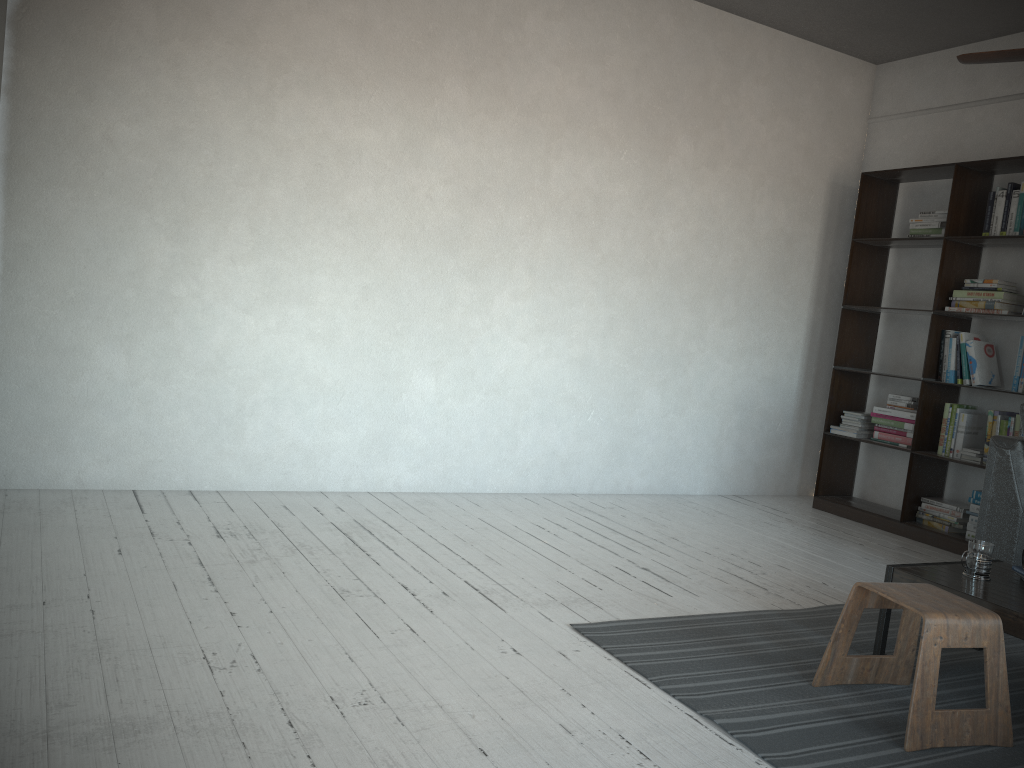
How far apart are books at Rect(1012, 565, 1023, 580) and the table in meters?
0.0

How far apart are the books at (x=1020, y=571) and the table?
0.0 meters

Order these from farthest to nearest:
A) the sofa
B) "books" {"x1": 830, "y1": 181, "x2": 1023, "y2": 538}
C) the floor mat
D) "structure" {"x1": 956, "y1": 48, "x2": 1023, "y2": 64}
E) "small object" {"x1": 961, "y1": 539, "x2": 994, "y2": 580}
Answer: "books" {"x1": 830, "y1": 181, "x2": 1023, "y2": 538}
the sofa
"small object" {"x1": 961, "y1": 539, "x2": 994, "y2": 580}
"structure" {"x1": 956, "y1": 48, "x2": 1023, "y2": 64}
the floor mat

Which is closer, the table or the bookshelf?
the table

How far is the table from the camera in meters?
2.5 m

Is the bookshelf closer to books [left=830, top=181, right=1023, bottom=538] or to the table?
books [left=830, top=181, right=1023, bottom=538]

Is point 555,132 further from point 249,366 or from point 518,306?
point 249,366

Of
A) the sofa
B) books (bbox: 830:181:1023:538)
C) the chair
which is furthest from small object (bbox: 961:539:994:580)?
books (bbox: 830:181:1023:538)

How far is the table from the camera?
2.5m

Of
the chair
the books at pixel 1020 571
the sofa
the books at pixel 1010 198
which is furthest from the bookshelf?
the chair
